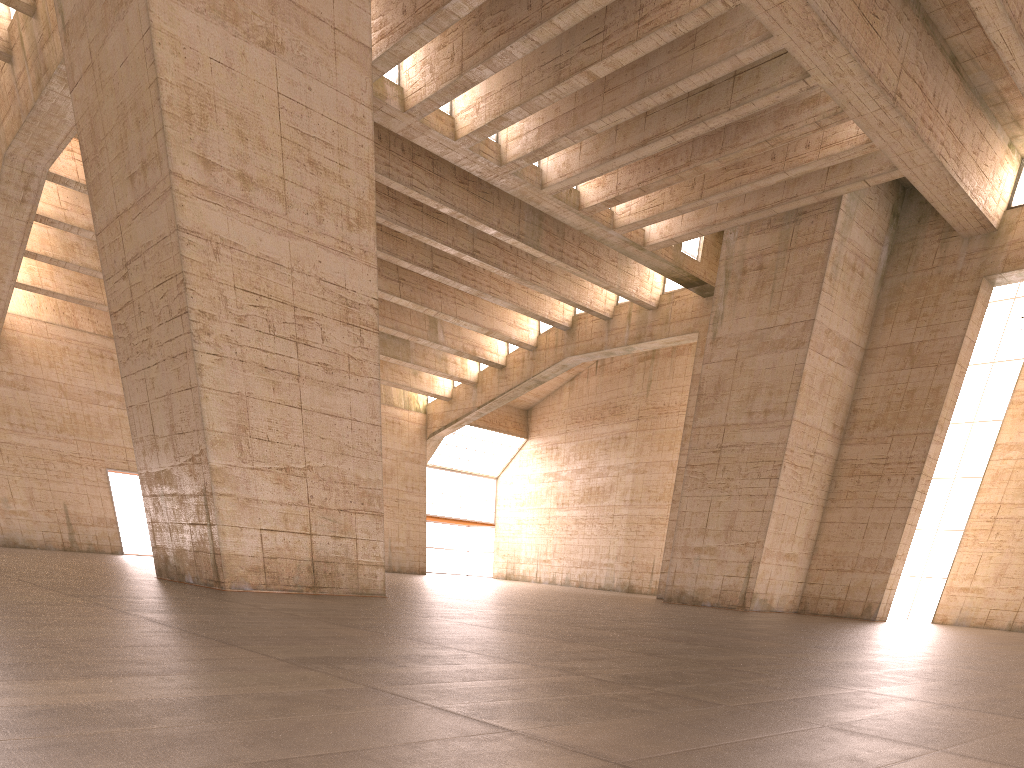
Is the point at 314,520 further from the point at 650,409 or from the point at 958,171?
the point at 650,409
